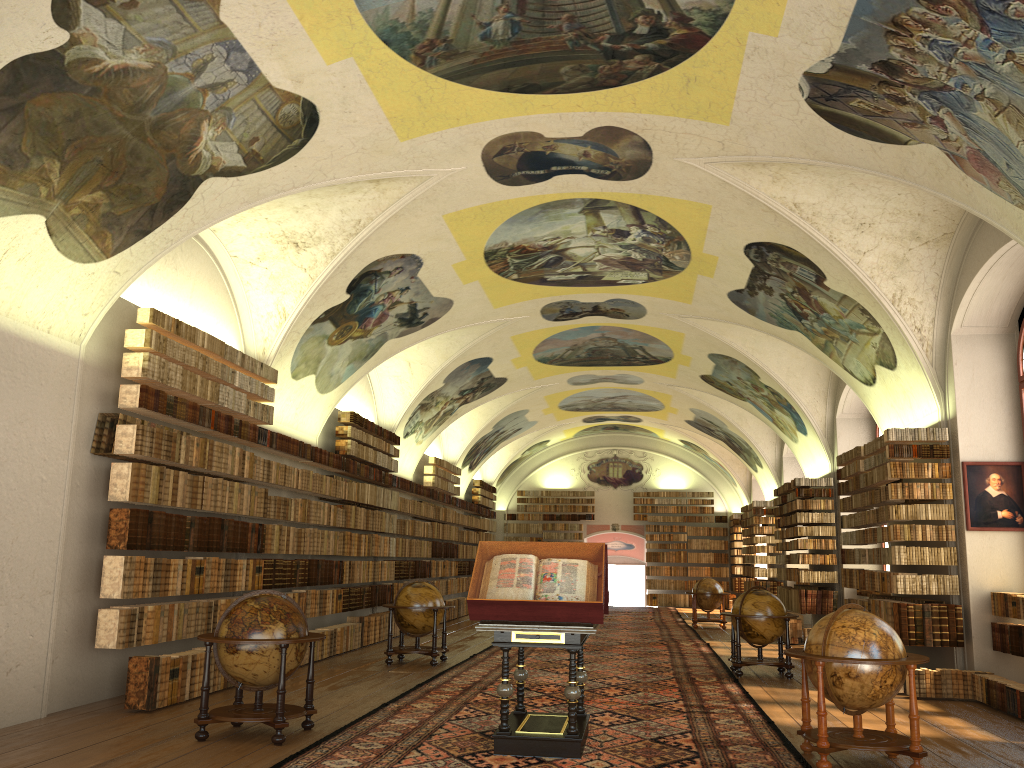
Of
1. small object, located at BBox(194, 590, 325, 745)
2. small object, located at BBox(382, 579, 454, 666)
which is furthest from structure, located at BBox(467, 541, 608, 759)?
small object, located at BBox(382, 579, 454, 666)

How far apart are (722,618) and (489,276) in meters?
13.1

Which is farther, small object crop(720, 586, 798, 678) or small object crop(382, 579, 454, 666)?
small object crop(382, 579, 454, 666)

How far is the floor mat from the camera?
8.0 meters

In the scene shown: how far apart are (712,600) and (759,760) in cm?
1745

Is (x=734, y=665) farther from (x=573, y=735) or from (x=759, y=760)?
(x=573, y=735)

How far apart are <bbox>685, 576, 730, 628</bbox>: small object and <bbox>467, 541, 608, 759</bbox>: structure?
16.3m

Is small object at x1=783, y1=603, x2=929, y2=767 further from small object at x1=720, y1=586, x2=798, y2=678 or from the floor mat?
small object at x1=720, y1=586, x2=798, y2=678

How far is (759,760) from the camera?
8.0 meters

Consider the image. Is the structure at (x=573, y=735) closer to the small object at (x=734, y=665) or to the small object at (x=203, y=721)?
the small object at (x=203, y=721)
